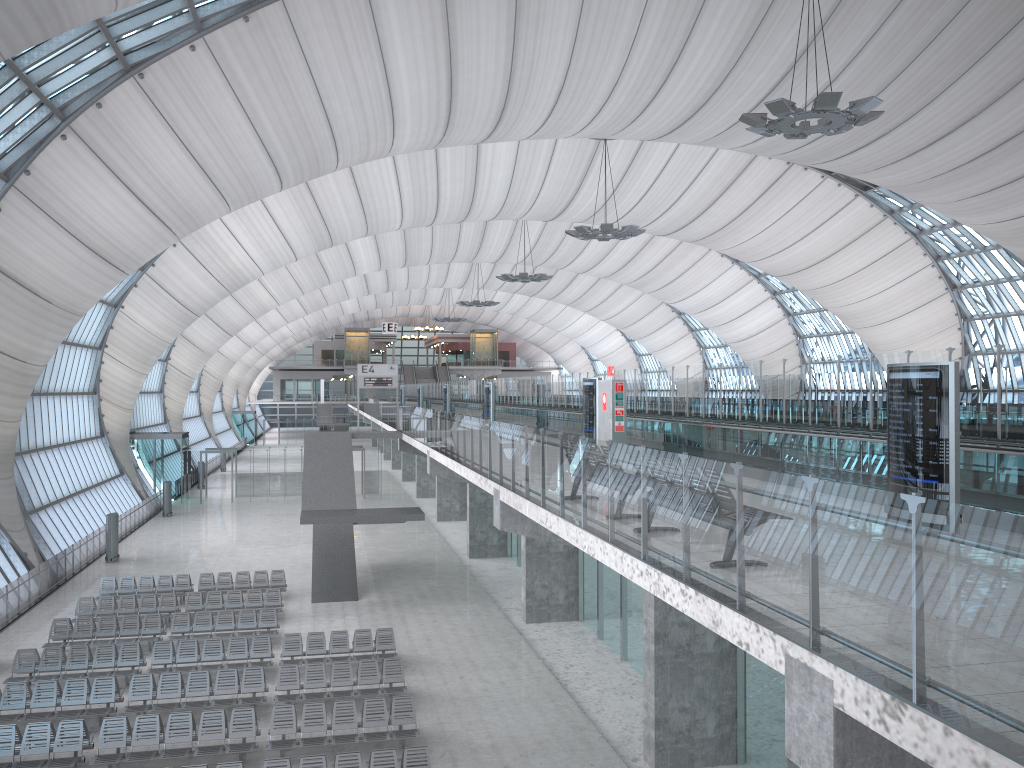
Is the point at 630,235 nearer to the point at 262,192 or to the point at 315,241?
the point at 315,241

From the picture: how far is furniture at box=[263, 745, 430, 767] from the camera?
13.8 meters

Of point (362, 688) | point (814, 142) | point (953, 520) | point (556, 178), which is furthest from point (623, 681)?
point (556, 178)

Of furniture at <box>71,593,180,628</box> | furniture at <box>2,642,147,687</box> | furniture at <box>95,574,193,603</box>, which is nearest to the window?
furniture at <box>95,574,193,603</box>

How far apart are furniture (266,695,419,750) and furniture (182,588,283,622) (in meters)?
8.82

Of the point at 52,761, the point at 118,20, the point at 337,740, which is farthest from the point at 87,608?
the point at 118,20

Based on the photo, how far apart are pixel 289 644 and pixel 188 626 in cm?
368

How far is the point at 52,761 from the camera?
14.8 meters

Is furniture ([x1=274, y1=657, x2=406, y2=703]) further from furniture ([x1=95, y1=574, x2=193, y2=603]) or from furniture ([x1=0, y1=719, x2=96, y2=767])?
furniture ([x1=95, y1=574, x2=193, y2=603])

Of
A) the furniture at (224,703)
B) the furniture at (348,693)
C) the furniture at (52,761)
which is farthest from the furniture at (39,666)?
the furniture at (348,693)
